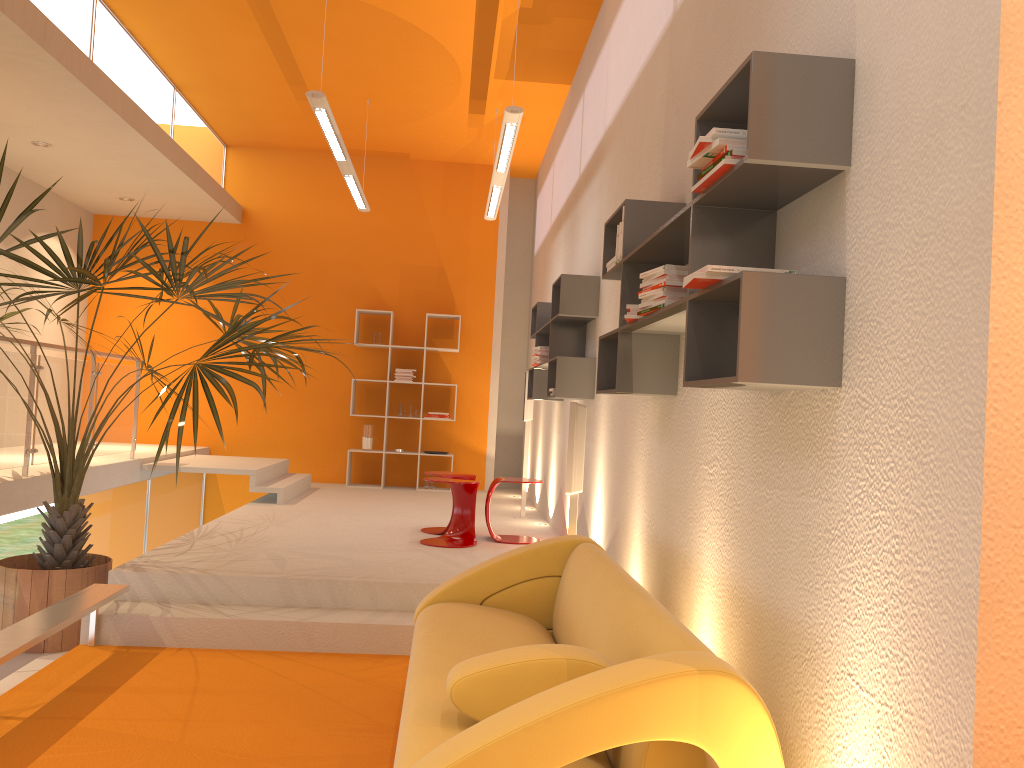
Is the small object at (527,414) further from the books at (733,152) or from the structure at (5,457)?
the books at (733,152)

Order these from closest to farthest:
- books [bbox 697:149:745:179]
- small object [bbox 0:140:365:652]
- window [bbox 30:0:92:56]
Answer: books [bbox 697:149:745:179]
small object [bbox 0:140:365:652]
window [bbox 30:0:92:56]

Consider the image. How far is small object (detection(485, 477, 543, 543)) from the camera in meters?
6.4

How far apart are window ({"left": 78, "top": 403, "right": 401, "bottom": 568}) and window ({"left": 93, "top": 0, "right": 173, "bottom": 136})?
3.28m

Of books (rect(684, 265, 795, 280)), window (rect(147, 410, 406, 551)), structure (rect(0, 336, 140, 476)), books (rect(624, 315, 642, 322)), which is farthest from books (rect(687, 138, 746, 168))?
window (rect(147, 410, 406, 551))

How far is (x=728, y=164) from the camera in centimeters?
220cm

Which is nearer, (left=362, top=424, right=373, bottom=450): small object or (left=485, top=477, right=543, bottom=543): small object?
(left=485, top=477, right=543, bottom=543): small object

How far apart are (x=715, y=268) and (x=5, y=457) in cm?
501

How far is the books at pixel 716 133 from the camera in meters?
2.2

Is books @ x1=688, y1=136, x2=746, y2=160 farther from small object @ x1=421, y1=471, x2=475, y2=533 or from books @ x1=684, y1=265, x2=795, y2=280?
small object @ x1=421, y1=471, x2=475, y2=533
